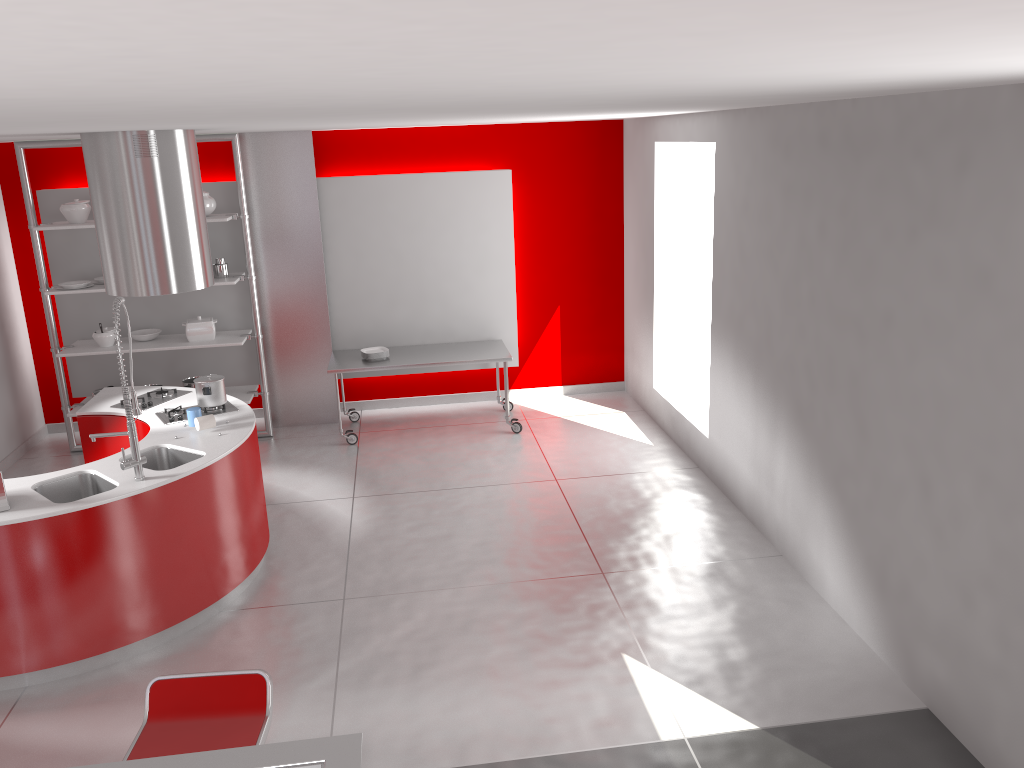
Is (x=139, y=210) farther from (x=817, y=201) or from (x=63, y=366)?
(x=817, y=201)

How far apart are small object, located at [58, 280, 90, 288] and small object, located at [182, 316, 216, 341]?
0.8m

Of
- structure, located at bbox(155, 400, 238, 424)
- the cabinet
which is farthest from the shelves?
structure, located at bbox(155, 400, 238, 424)

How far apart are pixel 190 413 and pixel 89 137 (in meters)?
1.69

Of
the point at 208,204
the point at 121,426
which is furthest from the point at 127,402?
the point at 208,204

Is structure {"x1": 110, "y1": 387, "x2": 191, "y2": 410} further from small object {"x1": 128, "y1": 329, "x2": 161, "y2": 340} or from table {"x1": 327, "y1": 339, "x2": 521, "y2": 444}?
small object {"x1": 128, "y1": 329, "x2": 161, "y2": 340}

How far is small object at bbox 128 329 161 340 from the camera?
7.5m

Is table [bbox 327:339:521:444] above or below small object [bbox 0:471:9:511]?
below

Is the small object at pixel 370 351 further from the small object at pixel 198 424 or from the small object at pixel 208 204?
the small object at pixel 198 424

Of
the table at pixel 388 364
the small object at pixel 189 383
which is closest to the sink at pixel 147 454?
the table at pixel 388 364
